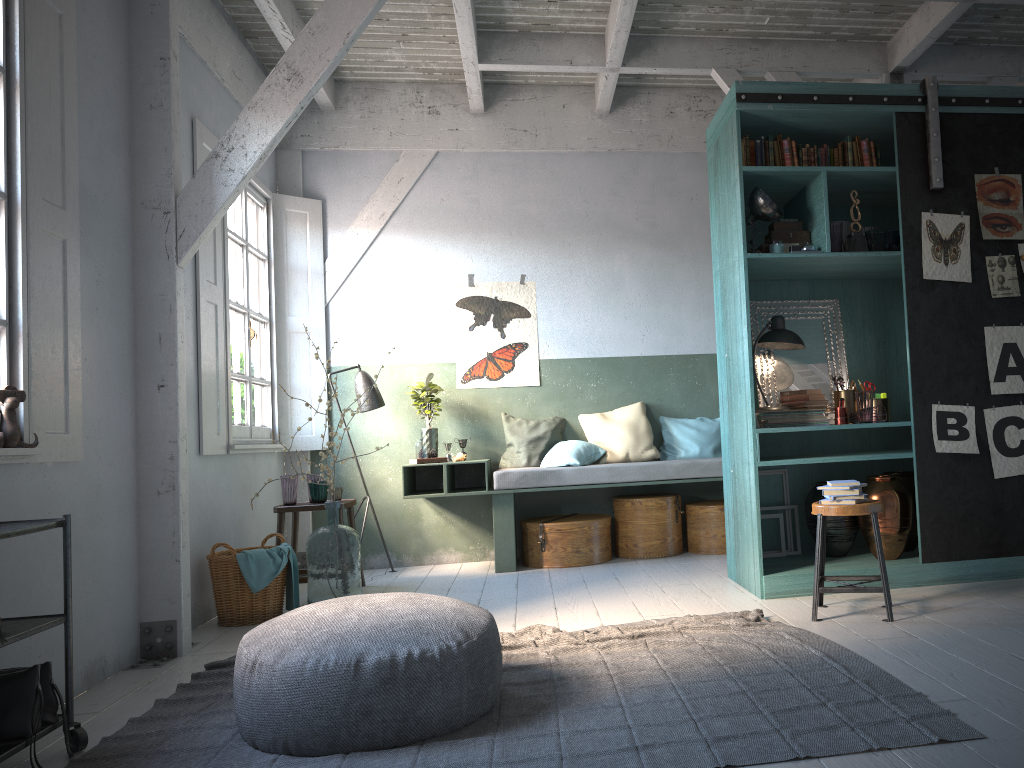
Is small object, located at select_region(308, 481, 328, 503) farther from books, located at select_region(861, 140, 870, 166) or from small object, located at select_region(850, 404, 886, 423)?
books, located at select_region(861, 140, 870, 166)

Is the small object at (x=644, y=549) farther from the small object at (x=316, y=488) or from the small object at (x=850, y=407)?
the small object at (x=316, y=488)

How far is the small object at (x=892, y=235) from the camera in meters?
5.7 m

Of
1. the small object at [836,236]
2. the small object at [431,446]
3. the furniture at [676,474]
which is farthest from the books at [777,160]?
the small object at [431,446]

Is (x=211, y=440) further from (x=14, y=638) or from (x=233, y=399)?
(x=14, y=638)

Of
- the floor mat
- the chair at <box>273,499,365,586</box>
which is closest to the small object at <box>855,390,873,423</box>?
the floor mat

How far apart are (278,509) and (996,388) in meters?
5.0

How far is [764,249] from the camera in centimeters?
576cm

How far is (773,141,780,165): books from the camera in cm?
573

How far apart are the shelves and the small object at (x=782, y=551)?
4.3 meters
